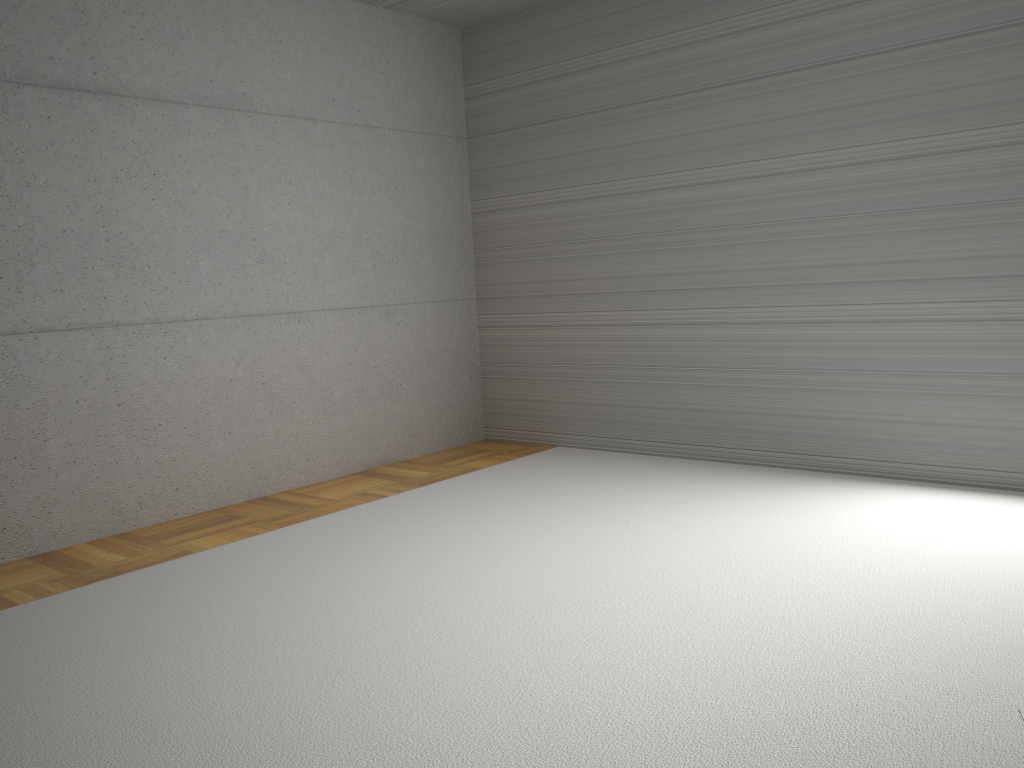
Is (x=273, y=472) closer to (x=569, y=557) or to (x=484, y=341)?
(x=484, y=341)

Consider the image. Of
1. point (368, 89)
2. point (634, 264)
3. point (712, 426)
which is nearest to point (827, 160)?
point (634, 264)
